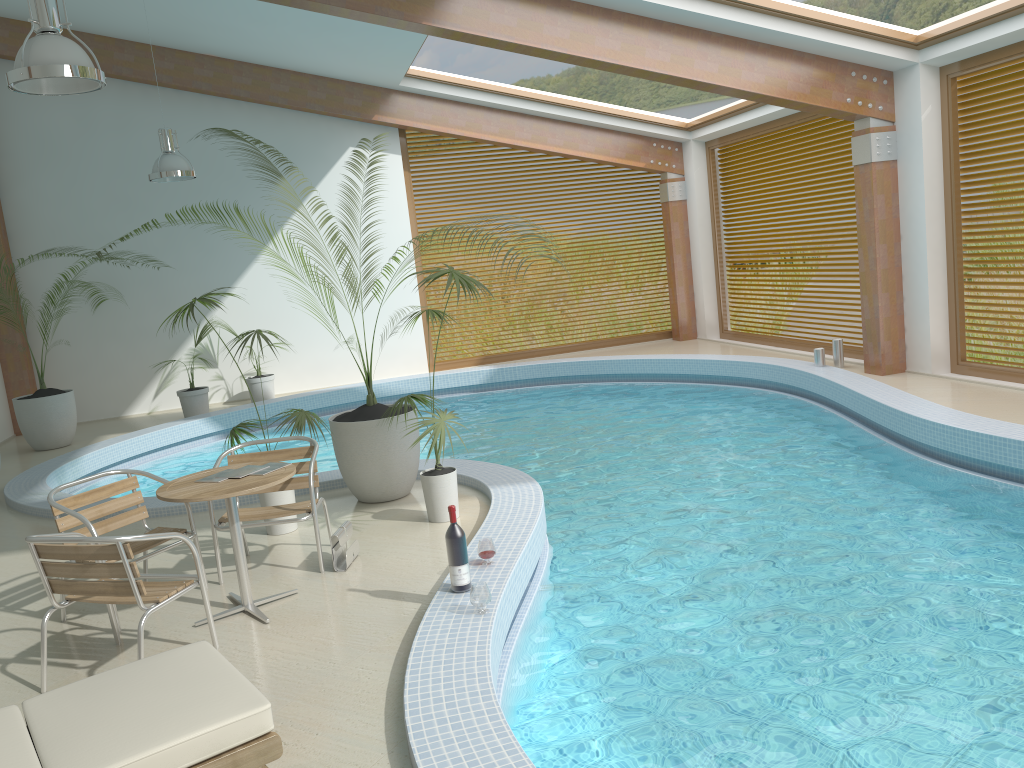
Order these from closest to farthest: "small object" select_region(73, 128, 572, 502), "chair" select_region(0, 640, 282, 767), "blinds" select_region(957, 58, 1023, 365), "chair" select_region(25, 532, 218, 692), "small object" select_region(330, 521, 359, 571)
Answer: "chair" select_region(0, 640, 282, 767) → "chair" select_region(25, 532, 218, 692) → "small object" select_region(330, 521, 359, 571) → "small object" select_region(73, 128, 572, 502) → "blinds" select_region(957, 58, 1023, 365)

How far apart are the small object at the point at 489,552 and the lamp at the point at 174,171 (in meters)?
6.76

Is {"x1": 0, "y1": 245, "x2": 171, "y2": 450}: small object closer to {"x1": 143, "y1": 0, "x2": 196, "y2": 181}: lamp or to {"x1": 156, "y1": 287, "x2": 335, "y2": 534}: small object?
{"x1": 143, "y1": 0, "x2": 196, "y2": 181}: lamp

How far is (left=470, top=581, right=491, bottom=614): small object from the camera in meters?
4.1 m

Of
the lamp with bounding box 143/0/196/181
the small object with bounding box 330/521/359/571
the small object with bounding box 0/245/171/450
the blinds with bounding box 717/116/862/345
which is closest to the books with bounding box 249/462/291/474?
the small object with bounding box 330/521/359/571

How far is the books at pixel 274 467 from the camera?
4.74m

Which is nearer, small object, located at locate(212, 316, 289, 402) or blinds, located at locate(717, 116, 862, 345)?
blinds, located at locate(717, 116, 862, 345)

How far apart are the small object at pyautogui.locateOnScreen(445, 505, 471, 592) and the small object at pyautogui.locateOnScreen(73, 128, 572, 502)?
2.1m

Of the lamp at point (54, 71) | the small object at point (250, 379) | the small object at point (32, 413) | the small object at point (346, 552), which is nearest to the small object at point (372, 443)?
the small object at point (346, 552)

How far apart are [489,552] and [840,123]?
8.2m
